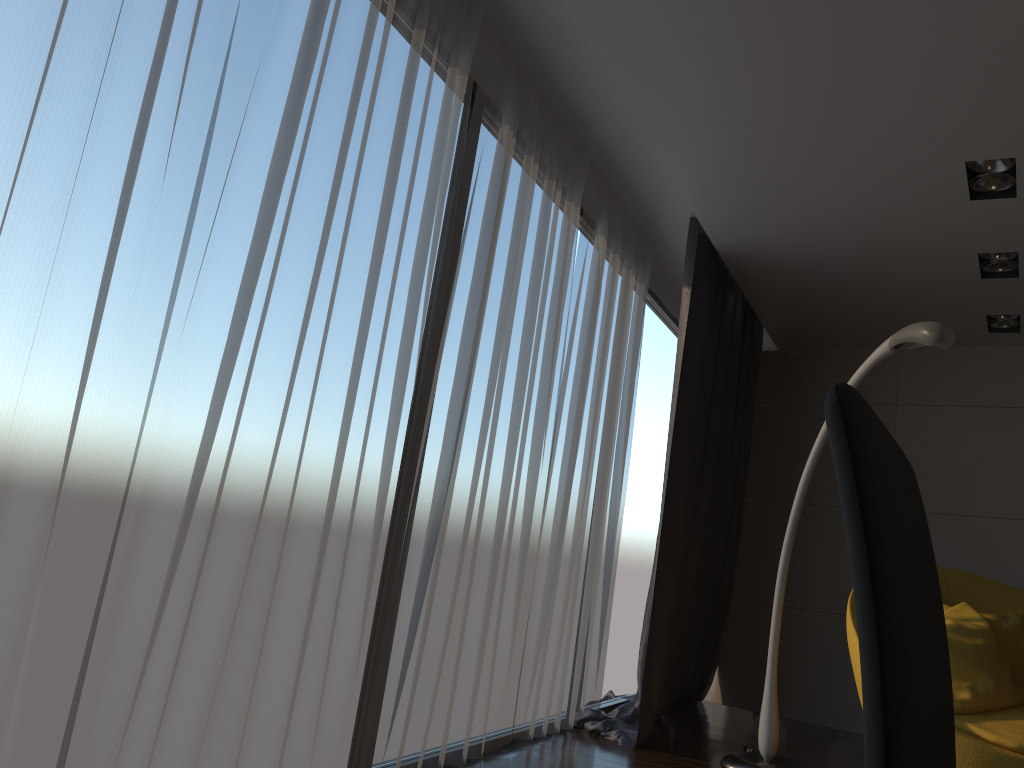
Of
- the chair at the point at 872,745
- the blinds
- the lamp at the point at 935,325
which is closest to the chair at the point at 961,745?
the lamp at the point at 935,325

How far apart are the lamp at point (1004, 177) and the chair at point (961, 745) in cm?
173

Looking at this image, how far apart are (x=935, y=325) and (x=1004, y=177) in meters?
1.0

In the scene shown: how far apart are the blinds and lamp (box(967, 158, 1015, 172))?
1.4m

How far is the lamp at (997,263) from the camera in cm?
423

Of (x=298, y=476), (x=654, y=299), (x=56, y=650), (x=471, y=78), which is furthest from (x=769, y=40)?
(x=654, y=299)

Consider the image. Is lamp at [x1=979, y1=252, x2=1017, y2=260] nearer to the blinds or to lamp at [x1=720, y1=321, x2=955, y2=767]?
lamp at [x1=720, y1=321, x2=955, y2=767]

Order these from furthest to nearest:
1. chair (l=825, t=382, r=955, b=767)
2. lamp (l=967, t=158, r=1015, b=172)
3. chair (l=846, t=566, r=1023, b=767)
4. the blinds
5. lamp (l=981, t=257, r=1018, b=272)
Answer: lamp (l=981, t=257, r=1018, b=272)
lamp (l=967, t=158, r=1015, b=172)
chair (l=846, t=566, r=1023, b=767)
the blinds
chair (l=825, t=382, r=955, b=767)

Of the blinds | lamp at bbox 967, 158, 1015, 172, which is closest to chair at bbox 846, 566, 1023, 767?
the blinds

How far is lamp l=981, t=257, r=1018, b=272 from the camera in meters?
4.2
